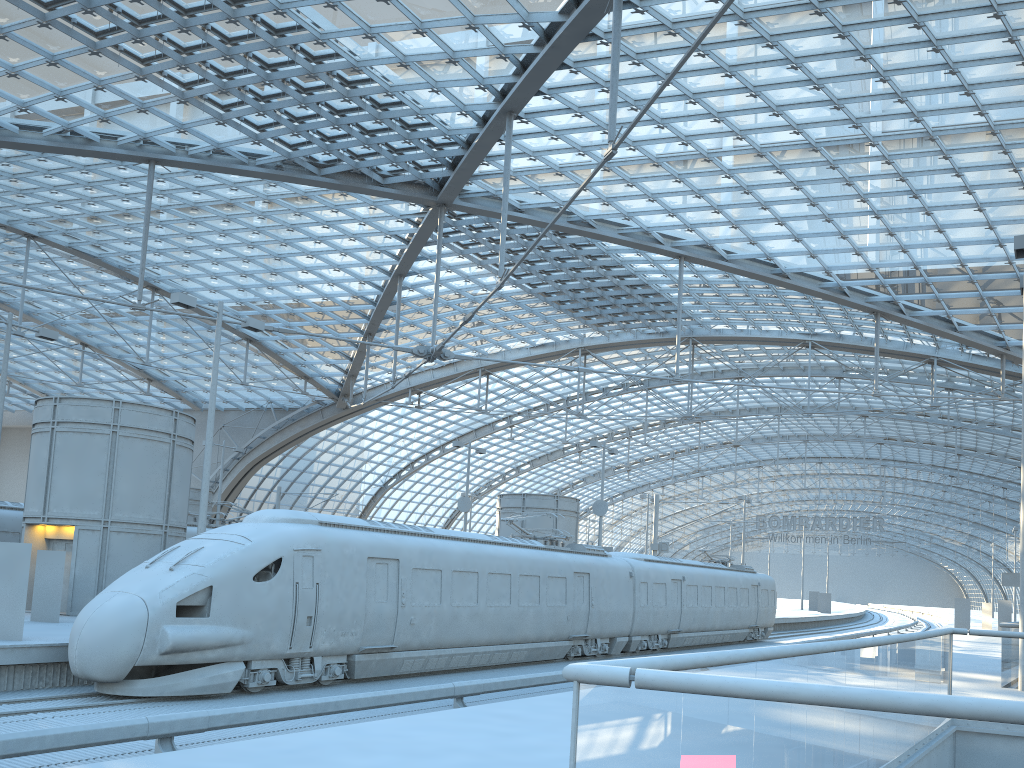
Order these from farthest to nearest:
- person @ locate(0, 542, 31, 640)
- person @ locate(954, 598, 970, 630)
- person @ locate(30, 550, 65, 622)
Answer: person @ locate(954, 598, 970, 630) → person @ locate(30, 550, 65, 622) → person @ locate(0, 542, 31, 640)

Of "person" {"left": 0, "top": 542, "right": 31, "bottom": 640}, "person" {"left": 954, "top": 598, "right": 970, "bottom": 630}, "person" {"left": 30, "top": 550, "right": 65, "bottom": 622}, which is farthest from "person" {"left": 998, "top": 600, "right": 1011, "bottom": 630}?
"person" {"left": 0, "top": 542, "right": 31, "bottom": 640}

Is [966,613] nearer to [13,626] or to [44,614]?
[44,614]

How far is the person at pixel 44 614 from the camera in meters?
18.9

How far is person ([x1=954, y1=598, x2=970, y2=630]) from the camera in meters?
47.6

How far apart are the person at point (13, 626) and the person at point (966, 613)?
47.2m

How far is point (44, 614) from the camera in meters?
18.9

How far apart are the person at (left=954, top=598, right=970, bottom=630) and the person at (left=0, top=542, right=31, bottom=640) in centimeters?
4719cm

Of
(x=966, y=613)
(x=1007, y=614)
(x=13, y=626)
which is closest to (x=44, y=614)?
(x=13, y=626)

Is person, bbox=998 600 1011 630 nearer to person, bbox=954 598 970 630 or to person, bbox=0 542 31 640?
person, bbox=954 598 970 630
